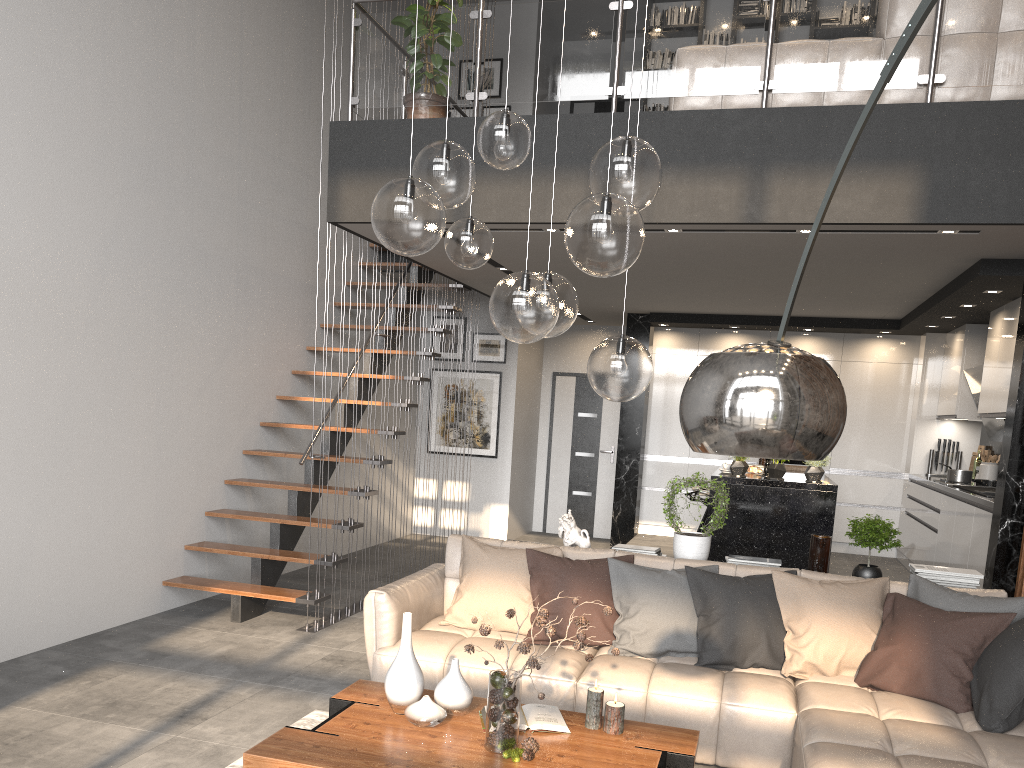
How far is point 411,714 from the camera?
3.1m

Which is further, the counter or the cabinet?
the cabinet

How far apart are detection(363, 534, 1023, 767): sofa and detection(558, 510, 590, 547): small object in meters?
0.3 m

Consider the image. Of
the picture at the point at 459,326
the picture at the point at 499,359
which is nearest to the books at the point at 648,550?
the picture at the point at 499,359

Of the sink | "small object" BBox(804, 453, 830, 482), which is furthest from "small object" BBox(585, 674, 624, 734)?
the sink

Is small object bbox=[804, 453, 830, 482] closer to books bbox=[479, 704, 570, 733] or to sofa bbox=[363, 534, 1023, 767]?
sofa bbox=[363, 534, 1023, 767]

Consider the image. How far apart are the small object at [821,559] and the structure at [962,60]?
2.5m

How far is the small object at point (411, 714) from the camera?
3.1m

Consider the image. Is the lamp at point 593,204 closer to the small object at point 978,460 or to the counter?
the counter

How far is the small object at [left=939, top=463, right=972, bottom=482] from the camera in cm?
754
